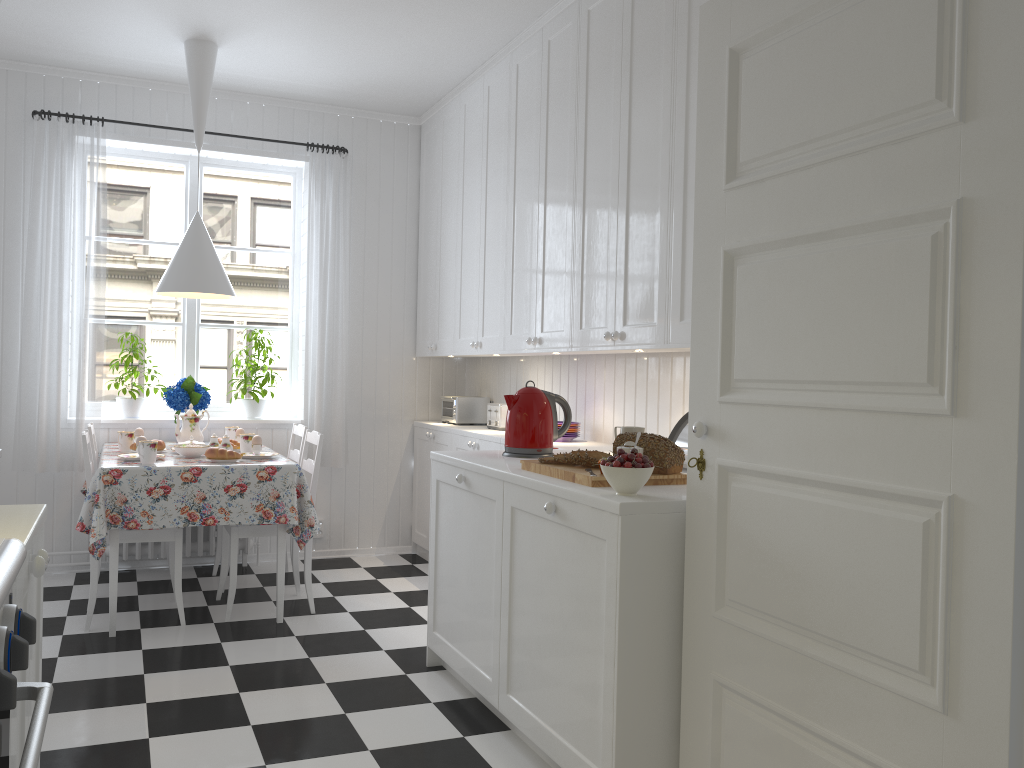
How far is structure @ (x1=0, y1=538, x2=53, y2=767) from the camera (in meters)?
0.99

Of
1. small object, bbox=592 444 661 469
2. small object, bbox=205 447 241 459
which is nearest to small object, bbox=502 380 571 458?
small object, bbox=592 444 661 469

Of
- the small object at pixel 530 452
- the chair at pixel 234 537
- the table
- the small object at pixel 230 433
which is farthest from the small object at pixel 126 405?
the small object at pixel 530 452

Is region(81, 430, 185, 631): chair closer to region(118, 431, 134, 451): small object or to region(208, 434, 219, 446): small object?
region(118, 431, 134, 451): small object

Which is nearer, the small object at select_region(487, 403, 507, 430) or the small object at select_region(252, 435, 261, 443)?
the small object at select_region(252, 435, 261, 443)

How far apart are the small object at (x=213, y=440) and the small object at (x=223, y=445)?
0.1 meters

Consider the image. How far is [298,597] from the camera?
4.3m

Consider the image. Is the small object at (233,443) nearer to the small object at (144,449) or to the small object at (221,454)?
the small object at (221,454)

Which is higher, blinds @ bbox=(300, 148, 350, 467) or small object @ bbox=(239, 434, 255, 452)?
blinds @ bbox=(300, 148, 350, 467)

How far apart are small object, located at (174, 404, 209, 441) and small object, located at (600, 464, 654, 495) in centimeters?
284cm
